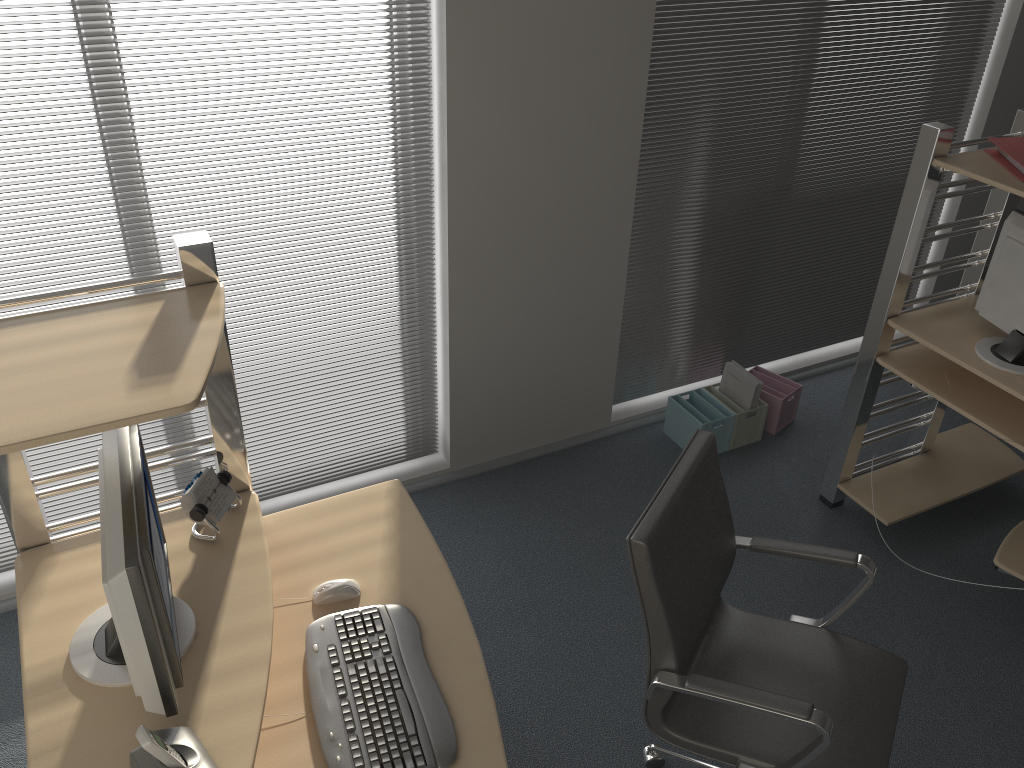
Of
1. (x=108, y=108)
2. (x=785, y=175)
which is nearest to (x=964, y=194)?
(x=785, y=175)

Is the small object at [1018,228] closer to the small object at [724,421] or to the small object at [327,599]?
the small object at [724,421]

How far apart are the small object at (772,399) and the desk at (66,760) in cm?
Result: 212

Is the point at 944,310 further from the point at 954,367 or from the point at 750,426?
the point at 750,426

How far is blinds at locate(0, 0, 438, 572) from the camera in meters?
2.7 m

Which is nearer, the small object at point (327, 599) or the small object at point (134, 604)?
the small object at point (134, 604)

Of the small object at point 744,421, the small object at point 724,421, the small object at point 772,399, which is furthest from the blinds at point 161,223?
the small object at point 772,399

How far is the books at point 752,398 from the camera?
3.9m

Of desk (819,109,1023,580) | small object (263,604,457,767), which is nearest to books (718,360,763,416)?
desk (819,109,1023,580)

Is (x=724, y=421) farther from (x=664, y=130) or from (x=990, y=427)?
(x=664, y=130)
